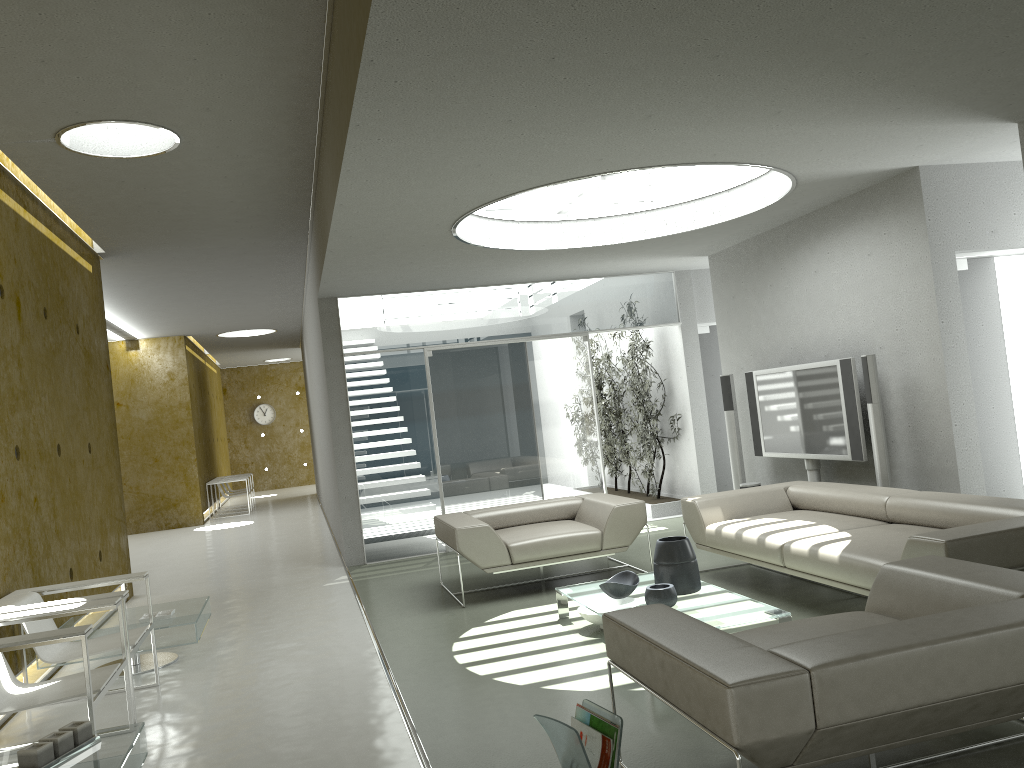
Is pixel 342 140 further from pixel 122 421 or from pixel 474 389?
pixel 122 421

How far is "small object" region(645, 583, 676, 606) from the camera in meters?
4.8

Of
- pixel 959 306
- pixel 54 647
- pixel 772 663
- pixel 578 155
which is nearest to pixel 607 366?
pixel 959 306

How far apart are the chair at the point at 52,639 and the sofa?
3.6 meters

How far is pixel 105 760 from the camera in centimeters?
313cm

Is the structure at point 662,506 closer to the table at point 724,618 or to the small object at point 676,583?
the table at point 724,618

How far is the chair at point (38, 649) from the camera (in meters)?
4.54

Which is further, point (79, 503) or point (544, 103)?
point (79, 503)

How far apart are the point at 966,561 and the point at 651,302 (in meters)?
6.51

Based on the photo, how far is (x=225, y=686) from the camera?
5.0 meters
